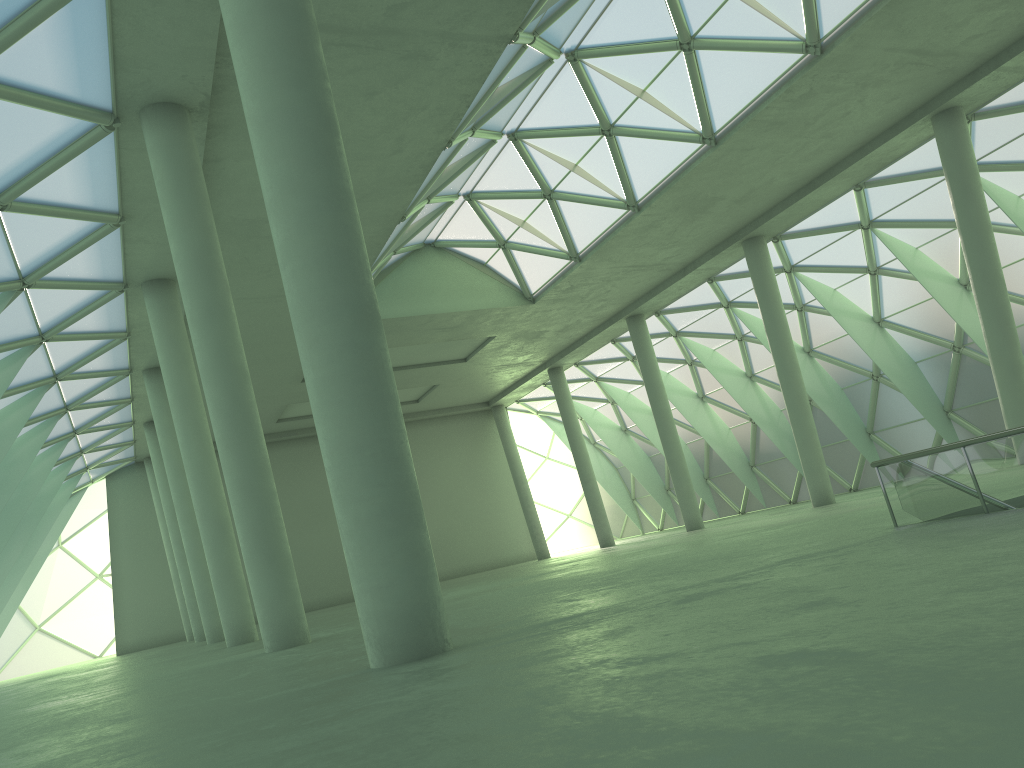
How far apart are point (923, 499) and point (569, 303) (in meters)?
33.87

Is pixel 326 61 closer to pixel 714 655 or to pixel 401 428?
pixel 401 428

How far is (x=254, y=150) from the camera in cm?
965
